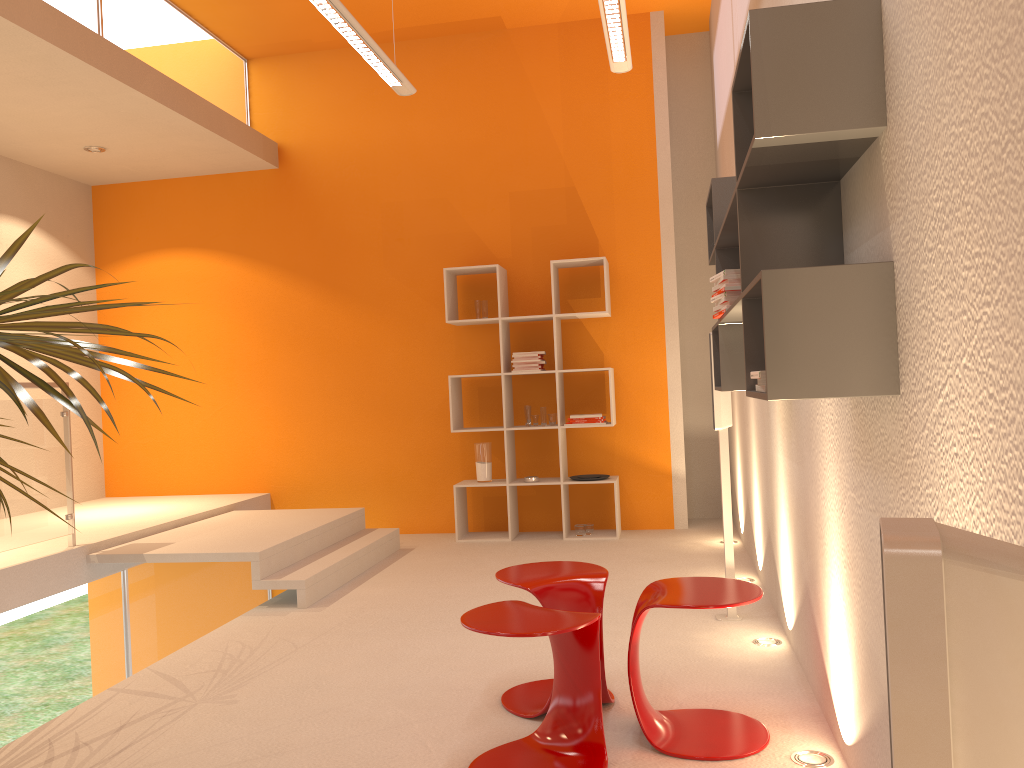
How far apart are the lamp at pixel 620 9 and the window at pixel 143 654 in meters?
→ 4.1

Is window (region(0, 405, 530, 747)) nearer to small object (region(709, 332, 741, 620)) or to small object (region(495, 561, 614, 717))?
small object (region(495, 561, 614, 717))

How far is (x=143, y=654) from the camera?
5.4m

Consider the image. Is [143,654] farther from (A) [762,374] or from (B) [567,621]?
(A) [762,374]

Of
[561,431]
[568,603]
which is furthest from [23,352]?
[561,431]

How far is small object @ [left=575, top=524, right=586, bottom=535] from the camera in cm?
637

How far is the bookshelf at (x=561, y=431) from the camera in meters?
6.4 m

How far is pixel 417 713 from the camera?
3.1 meters

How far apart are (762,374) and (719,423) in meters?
2.2

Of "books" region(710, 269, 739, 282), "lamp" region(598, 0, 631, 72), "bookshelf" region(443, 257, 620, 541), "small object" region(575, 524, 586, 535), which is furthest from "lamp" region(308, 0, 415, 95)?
"small object" region(575, 524, 586, 535)
